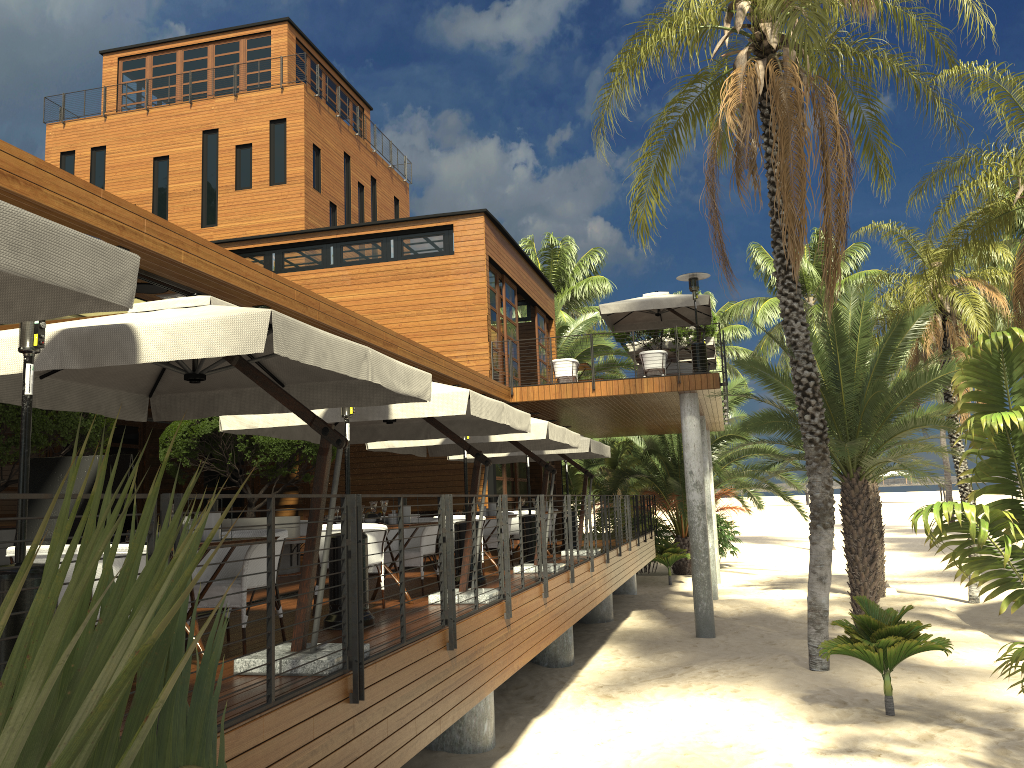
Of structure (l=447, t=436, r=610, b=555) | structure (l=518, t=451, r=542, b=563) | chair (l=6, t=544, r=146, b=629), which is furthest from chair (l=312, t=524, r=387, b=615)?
structure (l=447, t=436, r=610, b=555)

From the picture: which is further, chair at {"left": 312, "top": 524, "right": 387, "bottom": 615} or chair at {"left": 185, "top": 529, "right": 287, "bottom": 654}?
chair at {"left": 312, "top": 524, "right": 387, "bottom": 615}

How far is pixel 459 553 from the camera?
10.13m

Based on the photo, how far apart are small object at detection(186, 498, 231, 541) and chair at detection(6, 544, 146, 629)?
0.79m

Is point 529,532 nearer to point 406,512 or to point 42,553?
point 406,512

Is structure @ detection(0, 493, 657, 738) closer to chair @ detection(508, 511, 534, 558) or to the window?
chair @ detection(508, 511, 534, 558)

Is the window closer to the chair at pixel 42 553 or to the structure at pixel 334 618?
the structure at pixel 334 618

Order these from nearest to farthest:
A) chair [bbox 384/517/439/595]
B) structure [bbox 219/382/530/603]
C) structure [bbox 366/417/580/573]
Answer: structure [bbox 219/382/530/603] → chair [bbox 384/517/439/595] → structure [bbox 366/417/580/573]

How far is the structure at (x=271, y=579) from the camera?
4.2m

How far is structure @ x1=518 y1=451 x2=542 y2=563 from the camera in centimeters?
1334cm
